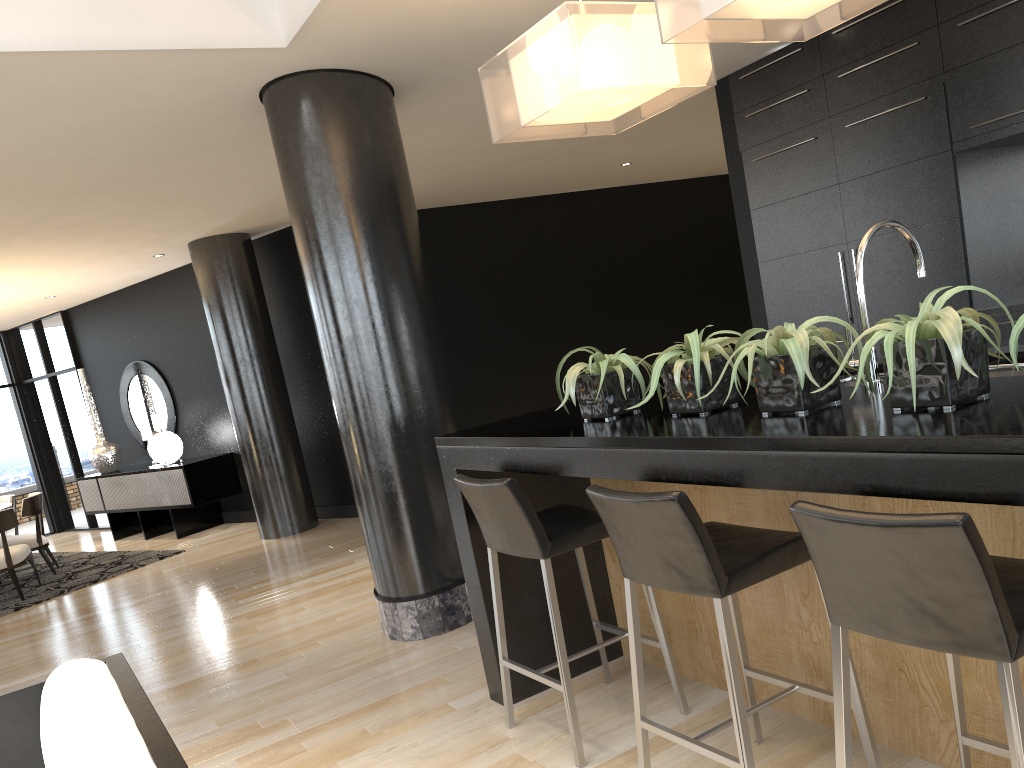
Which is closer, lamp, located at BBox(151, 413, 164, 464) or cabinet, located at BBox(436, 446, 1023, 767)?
cabinet, located at BBox(436, 446, 1023, 767)

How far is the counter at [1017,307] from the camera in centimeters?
450cm

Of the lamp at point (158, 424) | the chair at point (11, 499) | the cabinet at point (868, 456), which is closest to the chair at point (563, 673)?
the cabinet at point (868, 456)

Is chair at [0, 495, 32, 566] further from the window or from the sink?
the sink

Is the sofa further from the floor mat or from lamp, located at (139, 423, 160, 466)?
lamp, located at (139, 423, 160, 466)

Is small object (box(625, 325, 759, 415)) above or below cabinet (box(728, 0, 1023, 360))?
below

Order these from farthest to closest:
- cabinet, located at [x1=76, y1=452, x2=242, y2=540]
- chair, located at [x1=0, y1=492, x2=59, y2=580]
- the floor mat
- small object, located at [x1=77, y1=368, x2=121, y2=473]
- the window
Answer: the window
small object, located at [x1=77, y1=368, x2=121, y2=473]
cabinet, located at [x1=76, y1=452, x2=242, y2=540]
chair, located at [x1=0, y1=492, x2=59, y2=580]
the floor mat

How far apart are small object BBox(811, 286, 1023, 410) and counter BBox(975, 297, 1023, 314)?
3.02m

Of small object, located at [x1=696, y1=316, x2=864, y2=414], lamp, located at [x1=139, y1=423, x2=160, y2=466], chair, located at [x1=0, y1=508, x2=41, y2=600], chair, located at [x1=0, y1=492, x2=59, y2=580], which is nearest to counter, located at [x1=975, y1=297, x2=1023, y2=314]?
small object, located at [x1=696, y1=316, x2=864, y2=414]

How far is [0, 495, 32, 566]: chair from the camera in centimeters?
892cm
